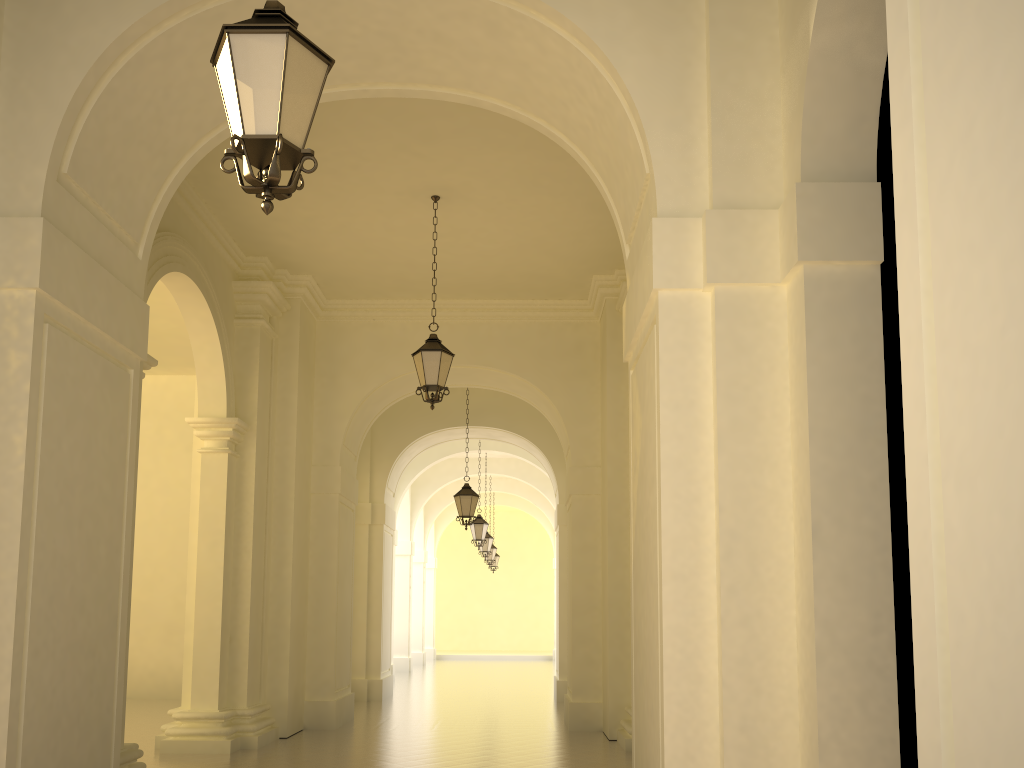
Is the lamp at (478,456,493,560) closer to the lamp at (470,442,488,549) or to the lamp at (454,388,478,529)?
the lamp at (470,442,488,549)

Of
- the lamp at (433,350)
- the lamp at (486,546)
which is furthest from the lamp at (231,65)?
the lamp at (486,546)

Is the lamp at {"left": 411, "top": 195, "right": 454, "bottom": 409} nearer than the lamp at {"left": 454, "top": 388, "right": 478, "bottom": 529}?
Yes

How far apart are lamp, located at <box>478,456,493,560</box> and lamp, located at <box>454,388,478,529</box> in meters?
8.8 m

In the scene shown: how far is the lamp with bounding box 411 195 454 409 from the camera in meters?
10.1

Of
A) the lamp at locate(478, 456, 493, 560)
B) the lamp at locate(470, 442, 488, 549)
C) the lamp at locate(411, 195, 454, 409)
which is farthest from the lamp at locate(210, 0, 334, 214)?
the lamp at locate(478, 456, 493, 560)

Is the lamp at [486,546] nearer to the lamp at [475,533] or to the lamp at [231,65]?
the lamp at [475,533]

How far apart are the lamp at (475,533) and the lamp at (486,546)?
3.75m

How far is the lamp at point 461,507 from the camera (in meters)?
16.10

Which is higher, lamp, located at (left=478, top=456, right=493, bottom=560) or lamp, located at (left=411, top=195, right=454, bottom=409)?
lamp, located at (left=411, top=195, right=454, bottom=409)
